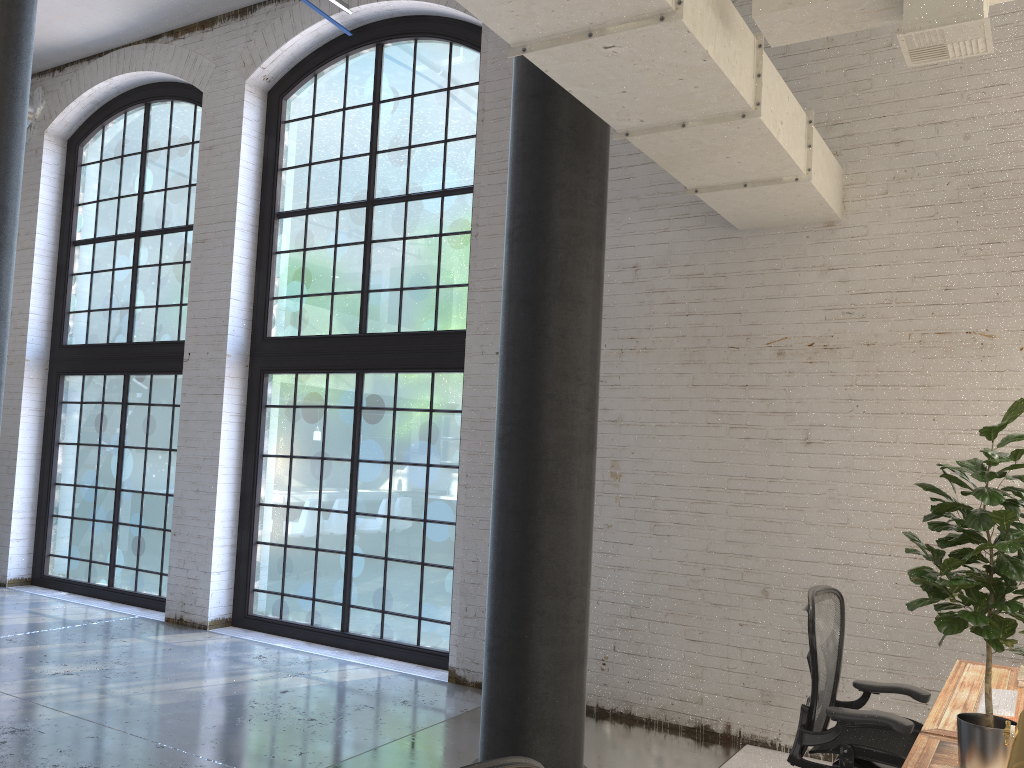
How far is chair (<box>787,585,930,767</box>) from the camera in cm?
323

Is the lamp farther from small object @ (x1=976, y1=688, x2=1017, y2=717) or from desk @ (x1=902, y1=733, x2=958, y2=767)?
small object @ (x1=976, y1=688, x2=1017, y2=717)

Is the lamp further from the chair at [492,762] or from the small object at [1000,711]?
the small object at [1000,711]

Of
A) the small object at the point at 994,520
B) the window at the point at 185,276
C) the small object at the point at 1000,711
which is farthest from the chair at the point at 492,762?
the window at the point at 185,276

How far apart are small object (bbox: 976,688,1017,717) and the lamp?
2.01m

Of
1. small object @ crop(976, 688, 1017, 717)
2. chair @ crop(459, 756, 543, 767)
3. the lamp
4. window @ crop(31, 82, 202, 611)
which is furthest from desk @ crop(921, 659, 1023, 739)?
window @ crop(31, 82, 202, 611)

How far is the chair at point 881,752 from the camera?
3.2m

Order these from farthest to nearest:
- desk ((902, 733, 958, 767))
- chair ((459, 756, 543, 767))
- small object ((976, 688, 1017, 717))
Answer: small object ((976, 688, 1017, 717)) → desk ((902, 733, 958, 767)) → chair ((459, 756, 543, 767))

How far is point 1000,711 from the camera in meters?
3.1

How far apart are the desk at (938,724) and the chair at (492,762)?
1.96m
